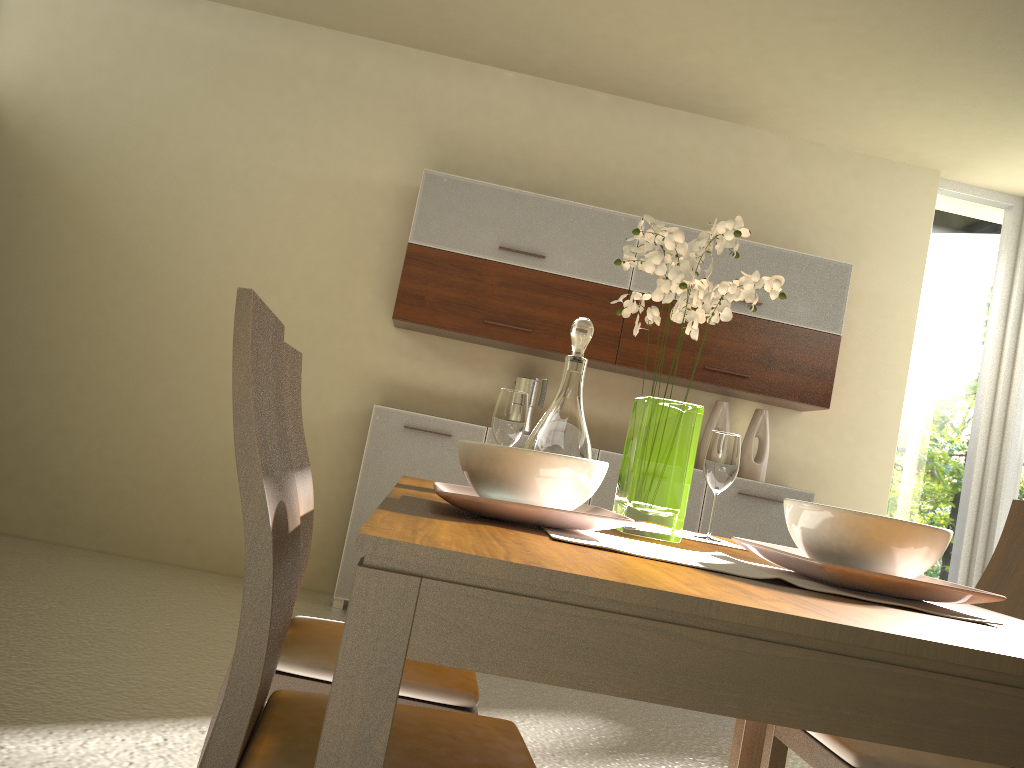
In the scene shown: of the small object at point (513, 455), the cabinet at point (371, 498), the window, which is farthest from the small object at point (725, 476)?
the window

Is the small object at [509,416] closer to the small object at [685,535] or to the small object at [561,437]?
the small object at [561,437]

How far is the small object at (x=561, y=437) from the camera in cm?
189

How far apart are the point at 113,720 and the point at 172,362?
2.6m

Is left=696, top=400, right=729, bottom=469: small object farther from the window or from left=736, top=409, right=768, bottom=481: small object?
the window

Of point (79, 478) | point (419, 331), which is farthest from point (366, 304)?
point (79, 478)

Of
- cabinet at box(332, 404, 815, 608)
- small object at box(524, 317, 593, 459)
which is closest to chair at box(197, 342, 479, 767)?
small object at box(524, 317, 593, 459)

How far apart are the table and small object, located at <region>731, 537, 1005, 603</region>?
0.04m

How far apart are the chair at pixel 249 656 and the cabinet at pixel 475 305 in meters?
3.1 m

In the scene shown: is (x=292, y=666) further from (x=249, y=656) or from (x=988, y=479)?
(x=988, y=479)
